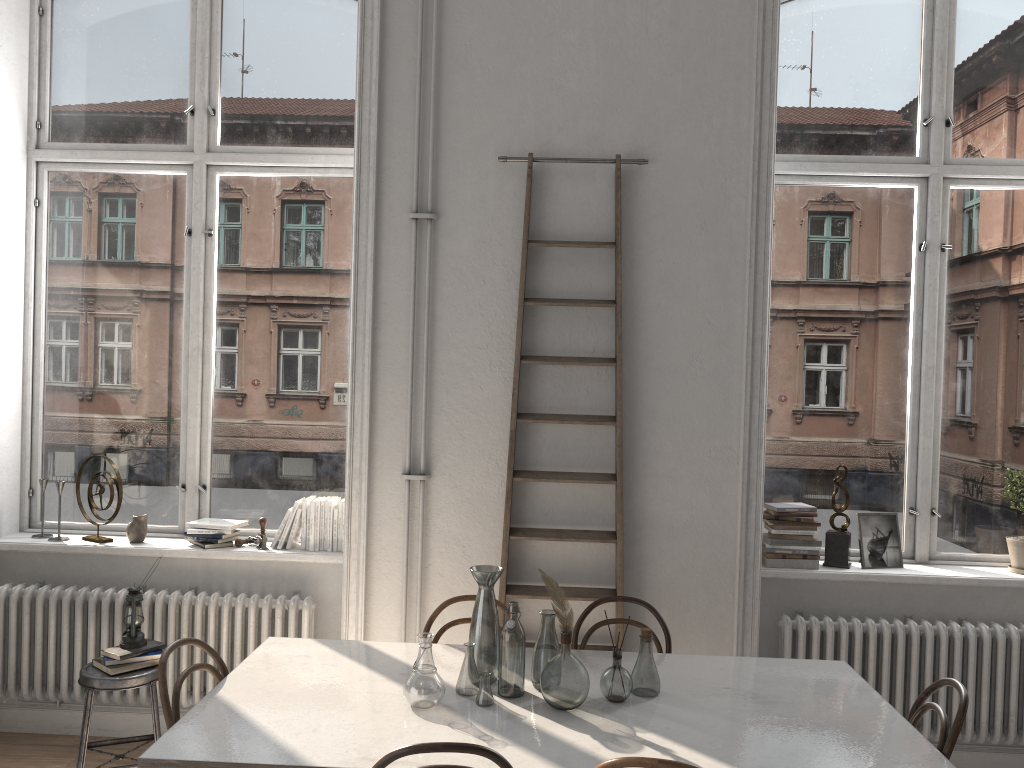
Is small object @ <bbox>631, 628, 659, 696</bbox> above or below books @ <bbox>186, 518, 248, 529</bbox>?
below

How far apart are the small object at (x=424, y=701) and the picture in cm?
237

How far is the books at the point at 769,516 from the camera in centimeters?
420cm

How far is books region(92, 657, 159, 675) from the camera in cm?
368

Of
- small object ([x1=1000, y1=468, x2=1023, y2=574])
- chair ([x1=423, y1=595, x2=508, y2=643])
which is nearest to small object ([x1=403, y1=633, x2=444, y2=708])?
chair ([x1=423, y1=595, x2=508, y2=643])

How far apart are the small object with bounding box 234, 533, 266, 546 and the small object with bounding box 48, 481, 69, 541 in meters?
0.9

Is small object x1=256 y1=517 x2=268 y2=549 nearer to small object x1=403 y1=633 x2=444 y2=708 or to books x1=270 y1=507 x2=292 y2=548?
books x1=270 y1=507 x2=292 y2=548

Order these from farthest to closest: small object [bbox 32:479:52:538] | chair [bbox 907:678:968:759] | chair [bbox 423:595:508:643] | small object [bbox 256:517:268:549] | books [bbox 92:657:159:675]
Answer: small object [bbox 32:479:52:538] < small object [bbox 256:517:268:549] < books [bbox 92:657:159:675] < chair [bbox 423:595:508:643] < chair [bbox 907:678:968:759]

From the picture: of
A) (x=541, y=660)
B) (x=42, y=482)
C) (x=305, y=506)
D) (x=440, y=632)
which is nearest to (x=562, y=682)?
(x=541, y=660)

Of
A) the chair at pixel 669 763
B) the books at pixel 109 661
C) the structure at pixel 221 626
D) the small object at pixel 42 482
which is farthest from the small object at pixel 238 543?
the chair at pixel 669 763
